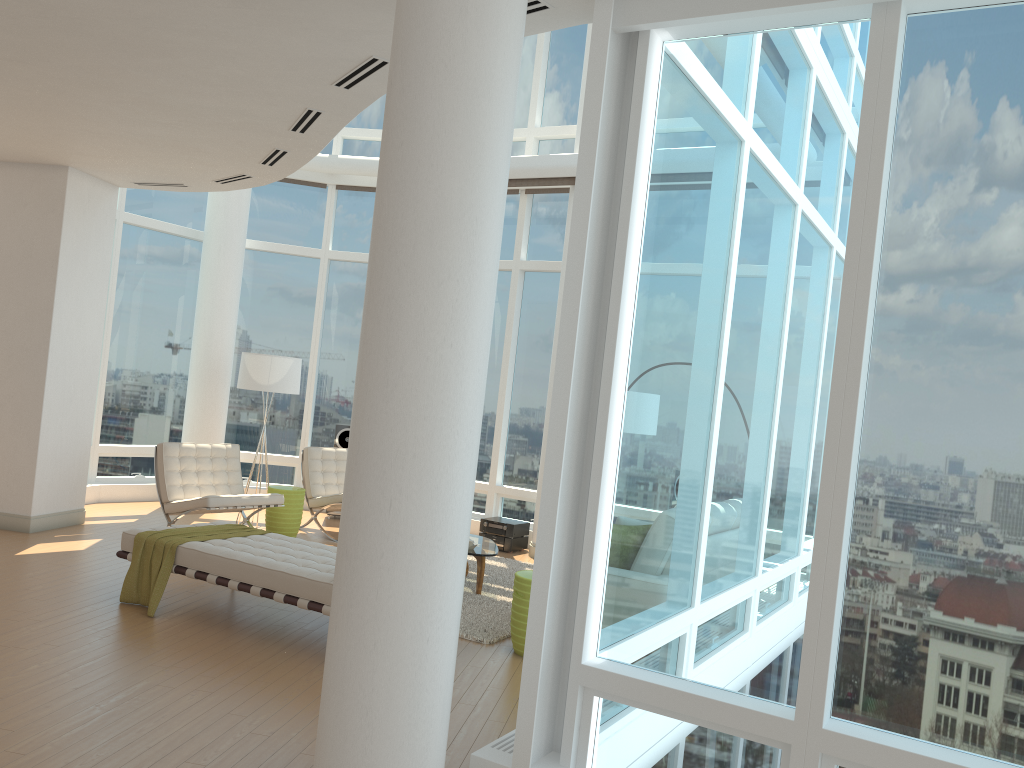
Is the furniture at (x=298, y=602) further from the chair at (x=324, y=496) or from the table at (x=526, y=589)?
the chair at (x=324, y=496)

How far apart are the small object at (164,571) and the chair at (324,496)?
2.6m

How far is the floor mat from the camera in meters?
6.3

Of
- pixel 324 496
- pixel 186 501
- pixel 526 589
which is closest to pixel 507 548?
pixel 324 496

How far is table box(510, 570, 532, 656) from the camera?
5.8m

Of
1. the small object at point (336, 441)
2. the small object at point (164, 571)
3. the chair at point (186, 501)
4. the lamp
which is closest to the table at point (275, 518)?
the chair at point (186, 501)

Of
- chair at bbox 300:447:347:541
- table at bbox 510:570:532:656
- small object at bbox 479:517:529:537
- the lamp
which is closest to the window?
small object at bbox 479:517:529:537

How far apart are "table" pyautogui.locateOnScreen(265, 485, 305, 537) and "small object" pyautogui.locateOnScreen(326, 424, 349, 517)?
1.7m

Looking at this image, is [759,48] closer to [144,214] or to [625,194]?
[625,194]

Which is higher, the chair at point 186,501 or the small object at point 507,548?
the chair at point 186,501
